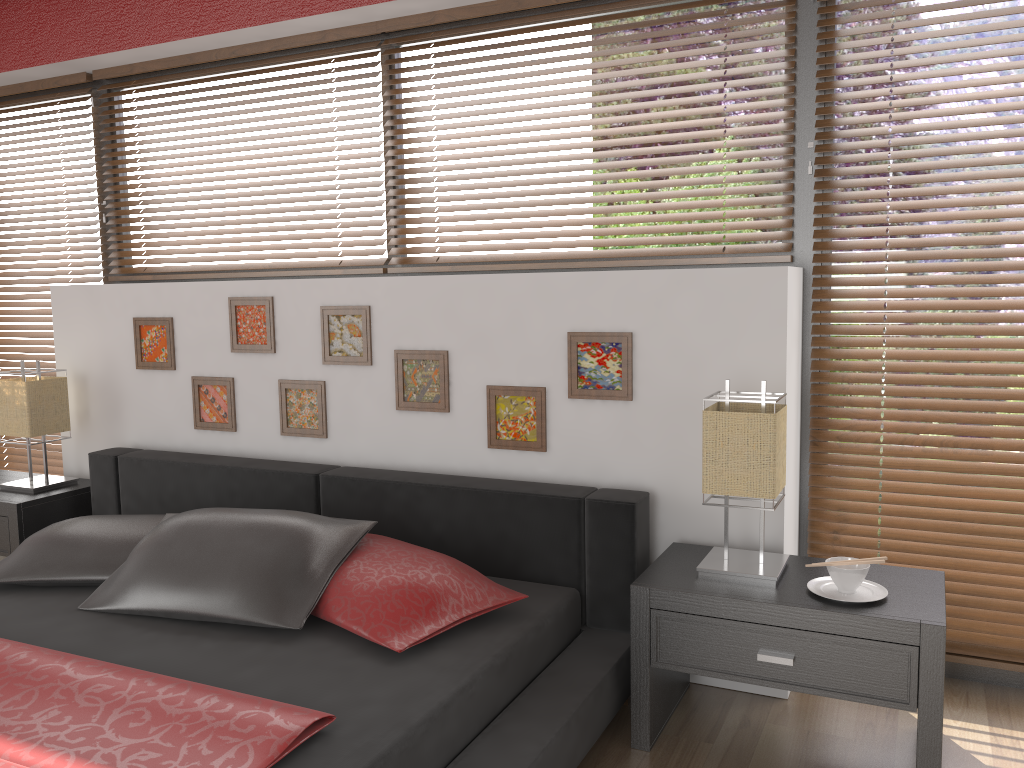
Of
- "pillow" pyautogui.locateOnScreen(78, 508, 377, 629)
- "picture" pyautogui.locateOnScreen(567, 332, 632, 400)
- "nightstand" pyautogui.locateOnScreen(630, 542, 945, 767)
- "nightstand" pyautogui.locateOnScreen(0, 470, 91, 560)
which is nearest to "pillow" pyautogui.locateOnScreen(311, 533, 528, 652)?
"pillow" pyautogui.locateOnScreen(78, 508, 377, 629)

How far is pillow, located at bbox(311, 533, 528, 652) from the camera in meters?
2.1

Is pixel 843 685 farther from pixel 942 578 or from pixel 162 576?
pixel 162 576

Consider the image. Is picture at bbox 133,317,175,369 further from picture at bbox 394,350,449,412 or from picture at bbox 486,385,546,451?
picture at bbox 486,385,546,451

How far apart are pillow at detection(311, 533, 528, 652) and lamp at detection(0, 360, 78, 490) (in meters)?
1.62

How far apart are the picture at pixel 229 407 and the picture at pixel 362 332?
0.4 meters

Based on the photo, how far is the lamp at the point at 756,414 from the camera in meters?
2.2

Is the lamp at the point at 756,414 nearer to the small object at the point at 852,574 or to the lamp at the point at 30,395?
the small object at the point at 852,574

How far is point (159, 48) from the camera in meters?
3.4 m

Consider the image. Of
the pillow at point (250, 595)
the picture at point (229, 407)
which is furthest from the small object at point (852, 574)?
the picture at point (229, 407)
